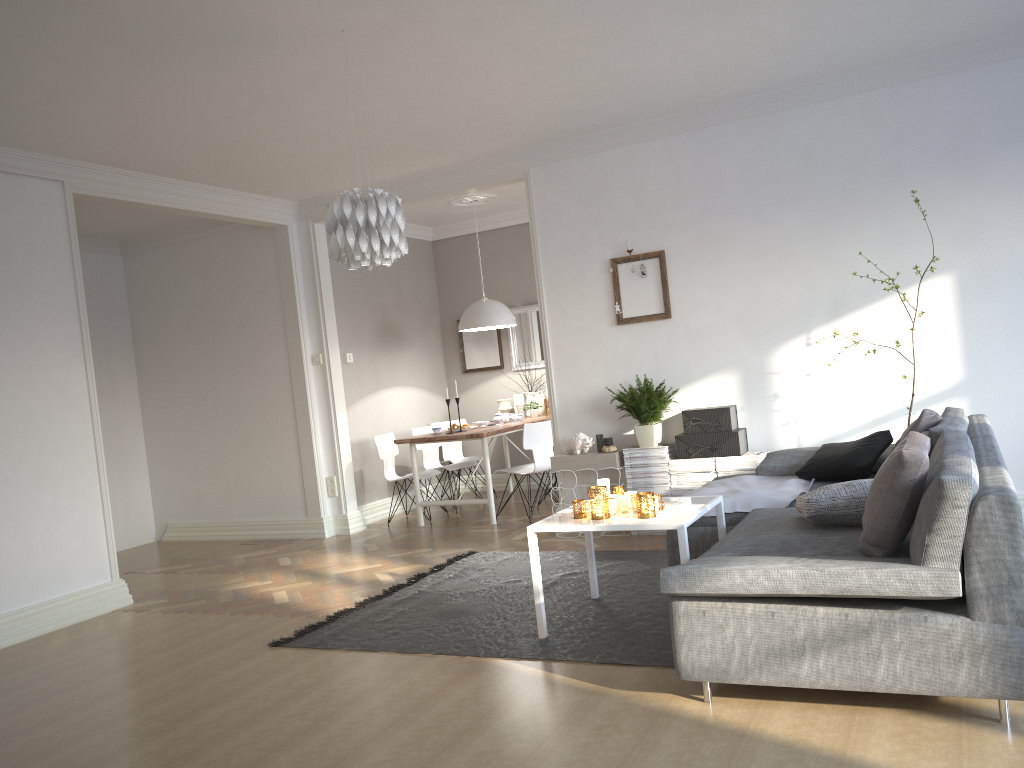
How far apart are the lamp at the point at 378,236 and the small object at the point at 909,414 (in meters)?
3.13

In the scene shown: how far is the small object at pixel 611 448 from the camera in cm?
606

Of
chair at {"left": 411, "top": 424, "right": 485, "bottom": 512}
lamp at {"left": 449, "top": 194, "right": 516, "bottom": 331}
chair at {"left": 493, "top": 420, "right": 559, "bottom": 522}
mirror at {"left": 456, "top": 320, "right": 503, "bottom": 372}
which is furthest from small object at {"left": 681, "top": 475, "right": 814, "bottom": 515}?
mirror at {"left": 456, "top": 320, "right": 503, "bottom": 372}

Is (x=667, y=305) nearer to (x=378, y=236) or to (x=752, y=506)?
(x=752, y=506)

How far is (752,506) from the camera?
4.3m

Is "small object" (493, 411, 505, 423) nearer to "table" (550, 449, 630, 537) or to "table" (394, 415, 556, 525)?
"table" (394, 415, 556, 525)

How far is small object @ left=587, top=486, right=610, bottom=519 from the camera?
3.9m

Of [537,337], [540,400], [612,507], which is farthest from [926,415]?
[537,337]

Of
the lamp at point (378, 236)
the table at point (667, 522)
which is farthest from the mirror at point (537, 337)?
the lamp at point (378, 236)

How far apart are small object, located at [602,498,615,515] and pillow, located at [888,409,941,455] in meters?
1.6 m
